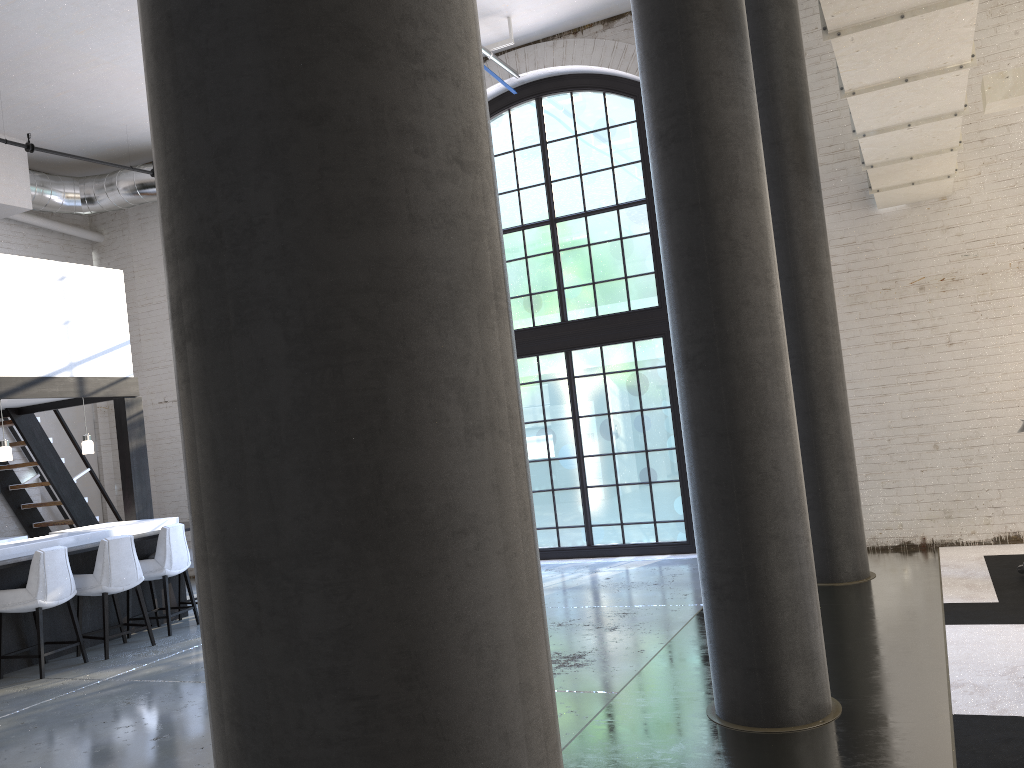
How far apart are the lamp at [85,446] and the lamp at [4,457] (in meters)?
0.80

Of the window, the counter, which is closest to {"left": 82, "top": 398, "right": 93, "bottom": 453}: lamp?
the counter

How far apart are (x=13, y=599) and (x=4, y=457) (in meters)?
1.67

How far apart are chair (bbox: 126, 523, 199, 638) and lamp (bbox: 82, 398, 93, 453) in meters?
1.3 m

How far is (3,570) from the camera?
6.9 meters

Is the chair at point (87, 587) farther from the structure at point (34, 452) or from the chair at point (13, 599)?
the structure at point (34, 452)

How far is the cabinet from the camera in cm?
692

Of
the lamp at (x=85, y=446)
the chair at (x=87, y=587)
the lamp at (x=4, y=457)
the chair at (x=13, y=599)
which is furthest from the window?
the lamp at (x=4, y=457)

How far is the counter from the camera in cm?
706

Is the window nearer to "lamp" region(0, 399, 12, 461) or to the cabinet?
the cabinet
